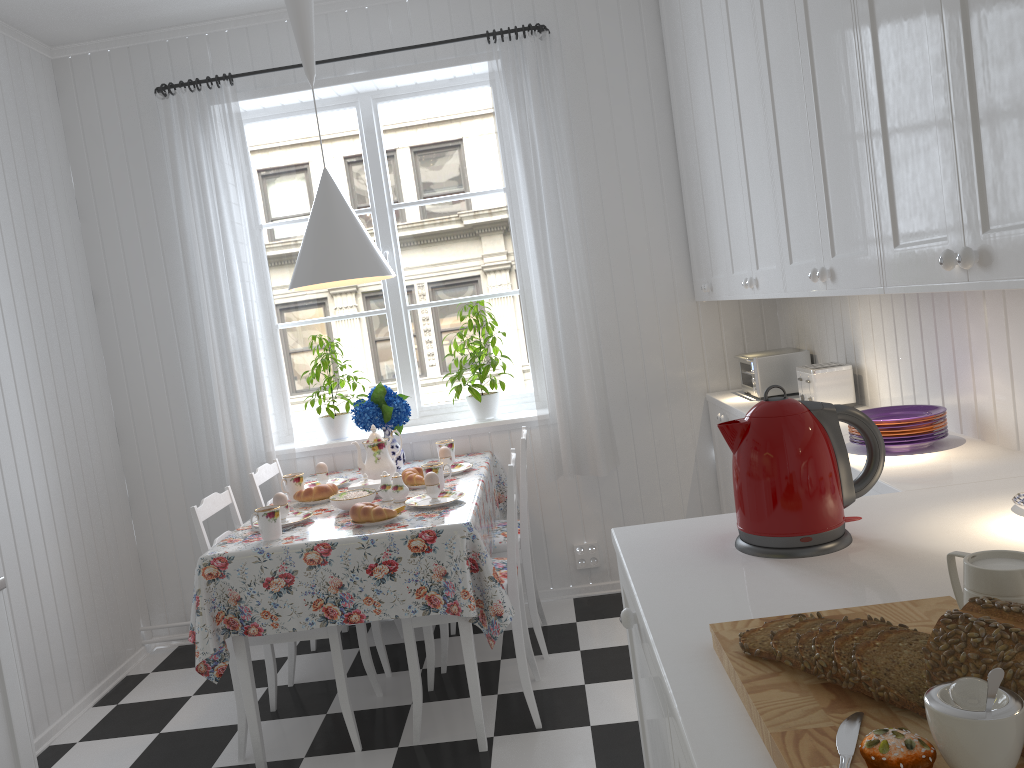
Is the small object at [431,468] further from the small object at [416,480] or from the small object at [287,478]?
the small object at [287,478]

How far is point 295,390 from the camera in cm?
413

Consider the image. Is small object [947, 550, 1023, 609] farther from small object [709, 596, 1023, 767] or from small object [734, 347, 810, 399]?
small object [734, 347, 810, 399]

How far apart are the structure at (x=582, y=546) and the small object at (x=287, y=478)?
1.3 meters

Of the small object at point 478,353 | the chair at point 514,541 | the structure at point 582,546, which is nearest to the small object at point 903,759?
the chair at point 514,541

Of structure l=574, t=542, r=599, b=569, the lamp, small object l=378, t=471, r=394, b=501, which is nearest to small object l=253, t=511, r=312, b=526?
small object l=378, t=471, r=394, b=501

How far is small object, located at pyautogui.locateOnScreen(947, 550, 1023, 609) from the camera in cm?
88

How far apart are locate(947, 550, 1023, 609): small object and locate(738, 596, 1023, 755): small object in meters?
0.1 m

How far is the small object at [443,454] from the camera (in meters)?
3.40

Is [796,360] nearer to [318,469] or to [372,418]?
[372,418]
